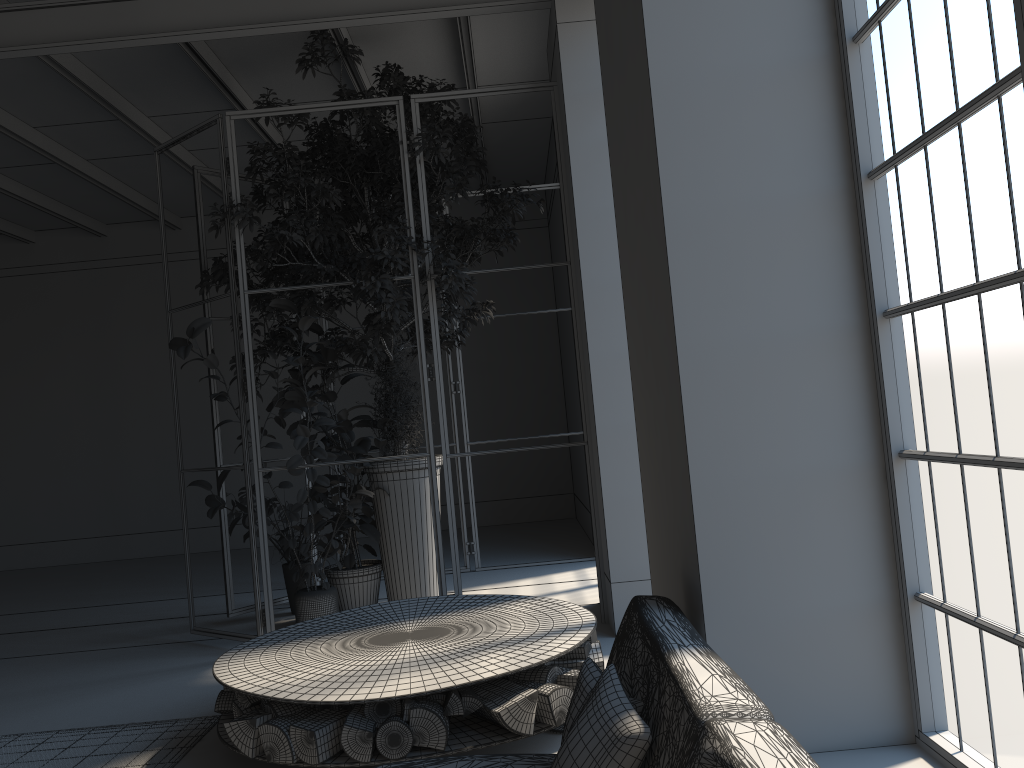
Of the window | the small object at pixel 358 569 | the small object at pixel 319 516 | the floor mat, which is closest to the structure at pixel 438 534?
the small object at pixel 319 516

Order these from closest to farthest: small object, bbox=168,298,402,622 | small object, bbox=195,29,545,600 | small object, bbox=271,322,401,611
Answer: small object, bbox=168,298,402,622 → small object, bbox=195,29,545,600 → small object, bbox=271,322,401,611

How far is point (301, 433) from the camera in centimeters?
543cm

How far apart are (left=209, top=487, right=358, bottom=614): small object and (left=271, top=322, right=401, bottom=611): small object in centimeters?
11cm

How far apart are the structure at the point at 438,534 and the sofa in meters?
2.8

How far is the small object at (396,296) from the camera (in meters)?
5.61

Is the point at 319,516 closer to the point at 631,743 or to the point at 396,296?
the point at 396,296

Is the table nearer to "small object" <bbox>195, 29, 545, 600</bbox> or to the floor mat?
the floor mat

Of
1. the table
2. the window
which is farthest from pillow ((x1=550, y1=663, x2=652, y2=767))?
the table

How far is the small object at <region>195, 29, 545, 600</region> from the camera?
5.6m
